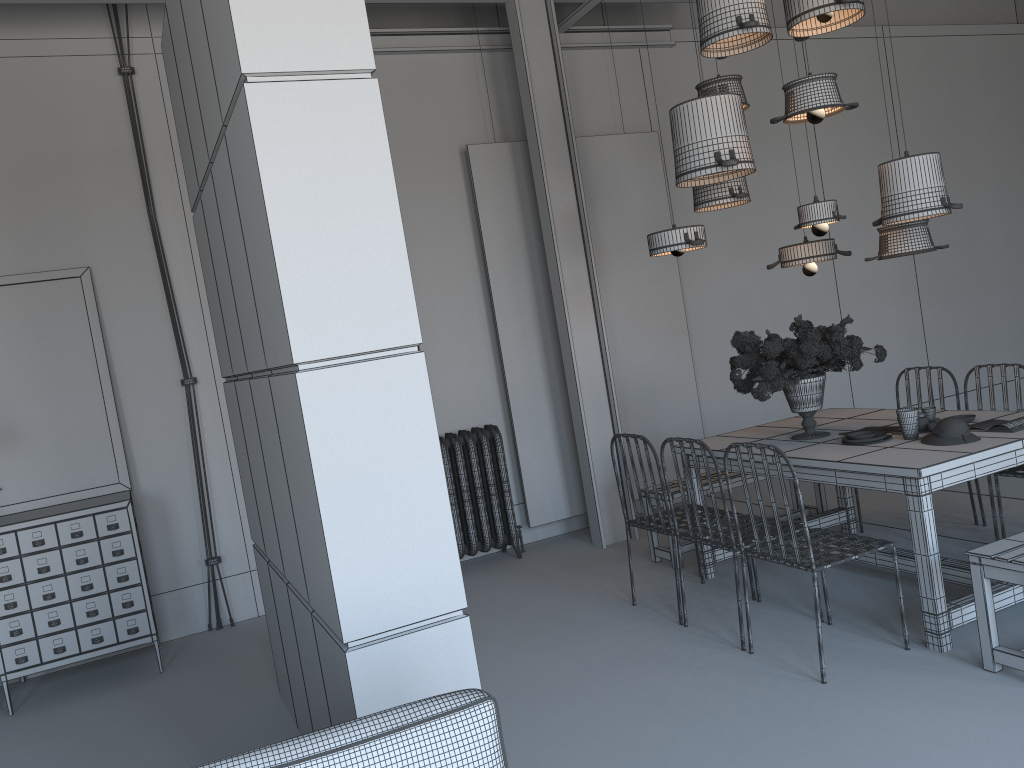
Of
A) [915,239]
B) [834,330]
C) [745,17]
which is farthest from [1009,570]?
[745,17]

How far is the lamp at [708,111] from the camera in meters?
4.4

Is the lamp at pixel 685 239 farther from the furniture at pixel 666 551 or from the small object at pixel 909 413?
the furniture at pixel 666 551

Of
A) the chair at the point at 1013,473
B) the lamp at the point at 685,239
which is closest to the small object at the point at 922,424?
the chair at the point at 1013,473

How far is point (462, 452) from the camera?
6.21m

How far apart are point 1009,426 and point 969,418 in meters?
0.4 m

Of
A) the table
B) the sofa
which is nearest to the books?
the table

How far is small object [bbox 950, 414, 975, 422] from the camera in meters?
4.4

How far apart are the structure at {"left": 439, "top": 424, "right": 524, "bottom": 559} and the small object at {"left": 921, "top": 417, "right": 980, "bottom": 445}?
3.0 meters

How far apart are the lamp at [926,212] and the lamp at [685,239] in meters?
0.9
